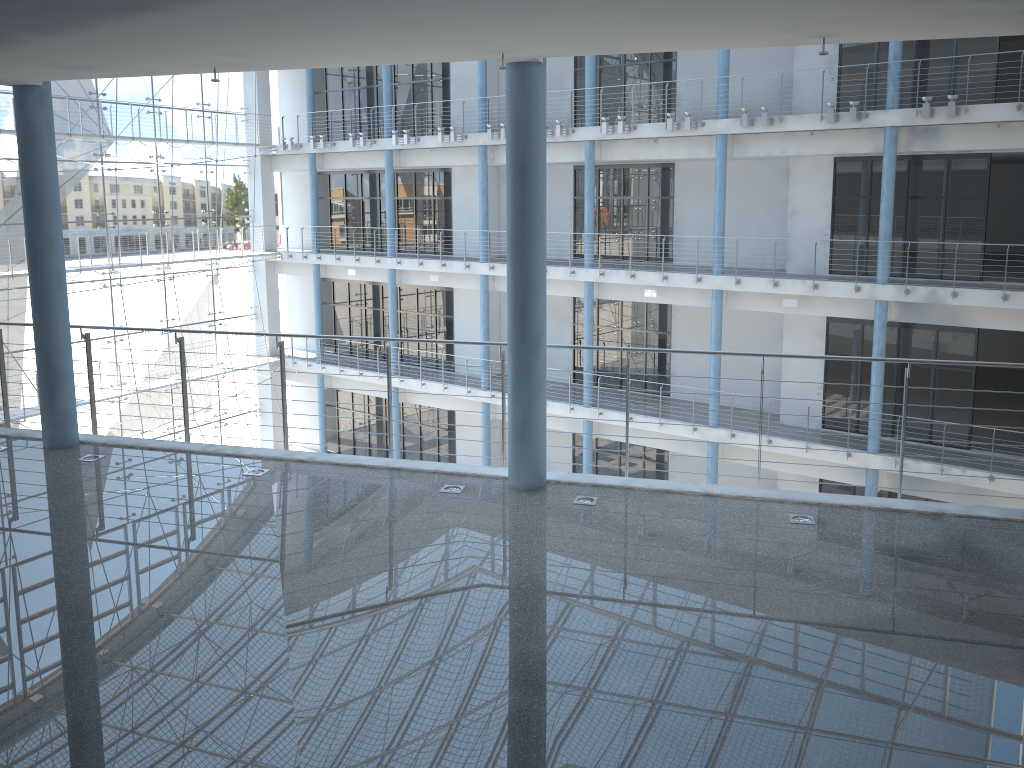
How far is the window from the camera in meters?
3.4 m

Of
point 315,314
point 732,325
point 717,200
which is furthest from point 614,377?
point 315,314

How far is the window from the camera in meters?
3.4 m

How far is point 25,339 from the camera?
3.4 meters
